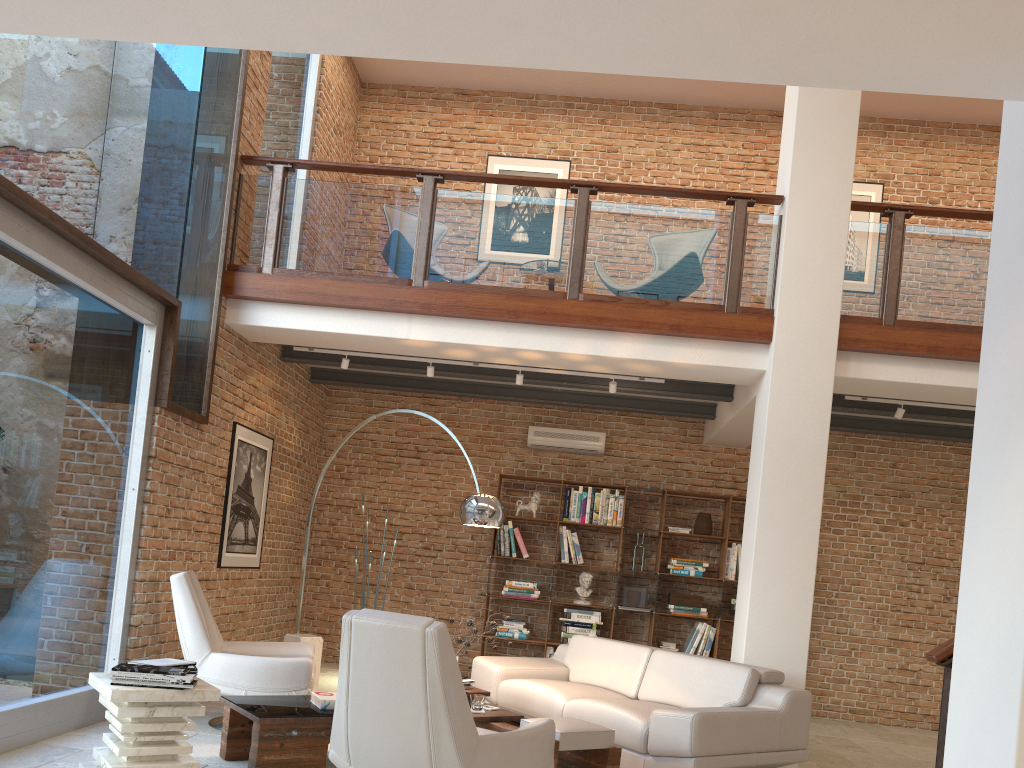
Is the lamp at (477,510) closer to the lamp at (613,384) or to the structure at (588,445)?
the lamp at (613,384)

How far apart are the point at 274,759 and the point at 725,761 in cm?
242

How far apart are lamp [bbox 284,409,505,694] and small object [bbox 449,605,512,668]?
0.7m

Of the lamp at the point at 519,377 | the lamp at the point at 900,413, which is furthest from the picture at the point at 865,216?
the lamp at the point at 519,377

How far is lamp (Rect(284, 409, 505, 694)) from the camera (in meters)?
5.75

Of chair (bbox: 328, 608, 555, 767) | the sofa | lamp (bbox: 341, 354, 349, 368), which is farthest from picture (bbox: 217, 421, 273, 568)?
chair (bbox: 328, 608, 555, 767)

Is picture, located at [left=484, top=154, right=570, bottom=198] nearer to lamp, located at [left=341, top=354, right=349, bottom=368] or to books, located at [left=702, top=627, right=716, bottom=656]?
lamp, located at [left=341, top=354, right=349, bottom=368]

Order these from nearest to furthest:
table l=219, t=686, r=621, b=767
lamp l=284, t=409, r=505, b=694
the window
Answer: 1. table l=219, t=686, r=621, b=767
2. the window
3. lamp l=284, t=409, r=505, b=694

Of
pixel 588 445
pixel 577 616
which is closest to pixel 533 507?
pixel 588 445

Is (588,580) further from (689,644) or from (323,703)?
(323,703)
